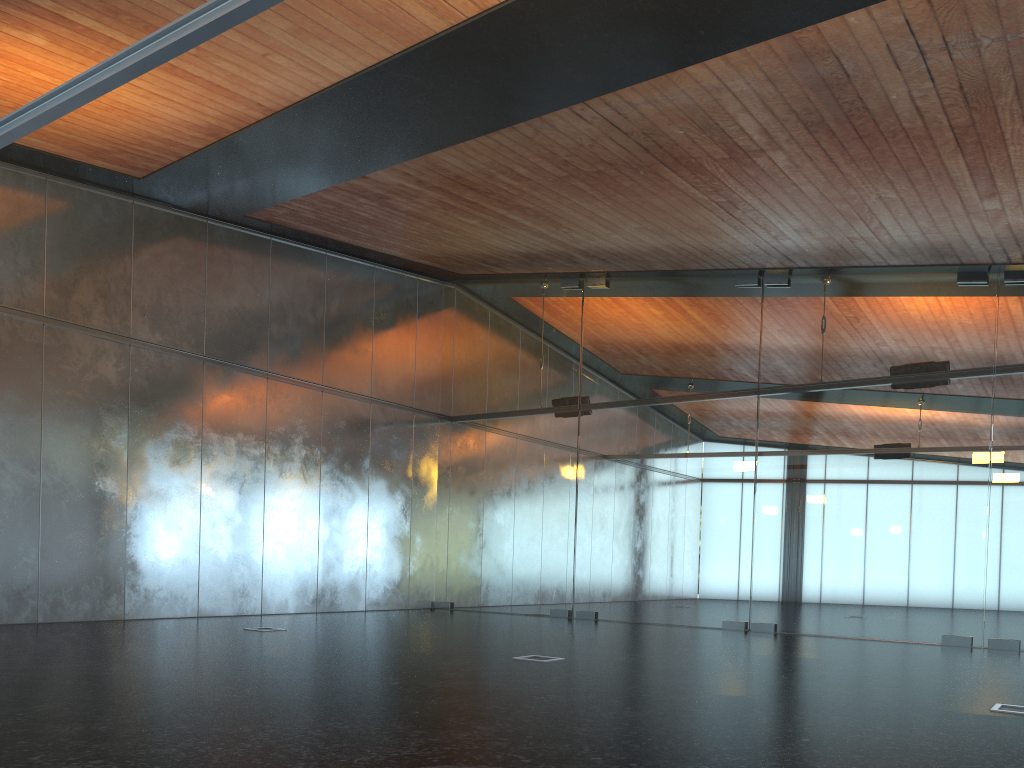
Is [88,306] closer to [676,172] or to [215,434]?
[215,434]
